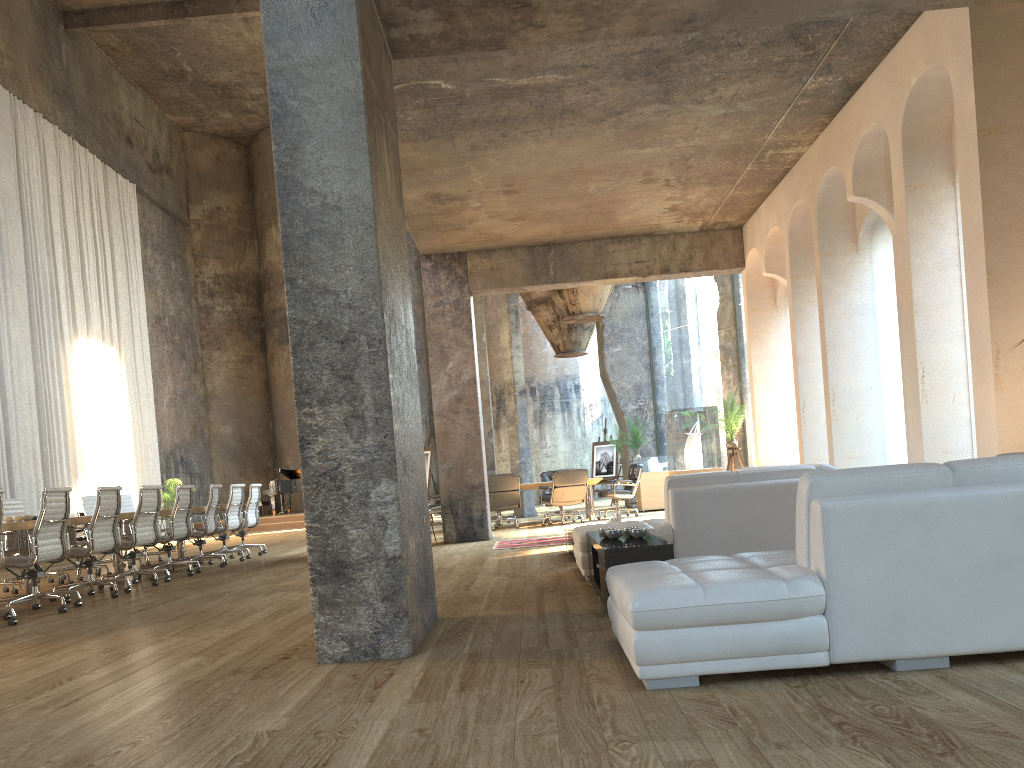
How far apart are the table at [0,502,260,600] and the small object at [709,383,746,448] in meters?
7.3 m

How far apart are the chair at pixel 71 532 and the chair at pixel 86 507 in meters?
0.6

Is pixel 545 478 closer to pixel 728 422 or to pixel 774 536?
pixel 728 422

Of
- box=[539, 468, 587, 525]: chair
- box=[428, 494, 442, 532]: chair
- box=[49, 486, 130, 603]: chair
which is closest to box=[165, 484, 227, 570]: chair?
box=[49, 486, 130, 603]: chair

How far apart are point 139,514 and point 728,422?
7.6m

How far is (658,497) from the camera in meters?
16.0

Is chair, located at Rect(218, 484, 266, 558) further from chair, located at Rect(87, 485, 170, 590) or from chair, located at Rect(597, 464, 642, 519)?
chair, located at Rect(597, 464, 642, 519)

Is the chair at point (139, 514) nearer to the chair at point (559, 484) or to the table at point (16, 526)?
the table at point (16, 526)

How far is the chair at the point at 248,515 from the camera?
12.3m

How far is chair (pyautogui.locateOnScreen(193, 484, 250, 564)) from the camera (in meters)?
11.46
